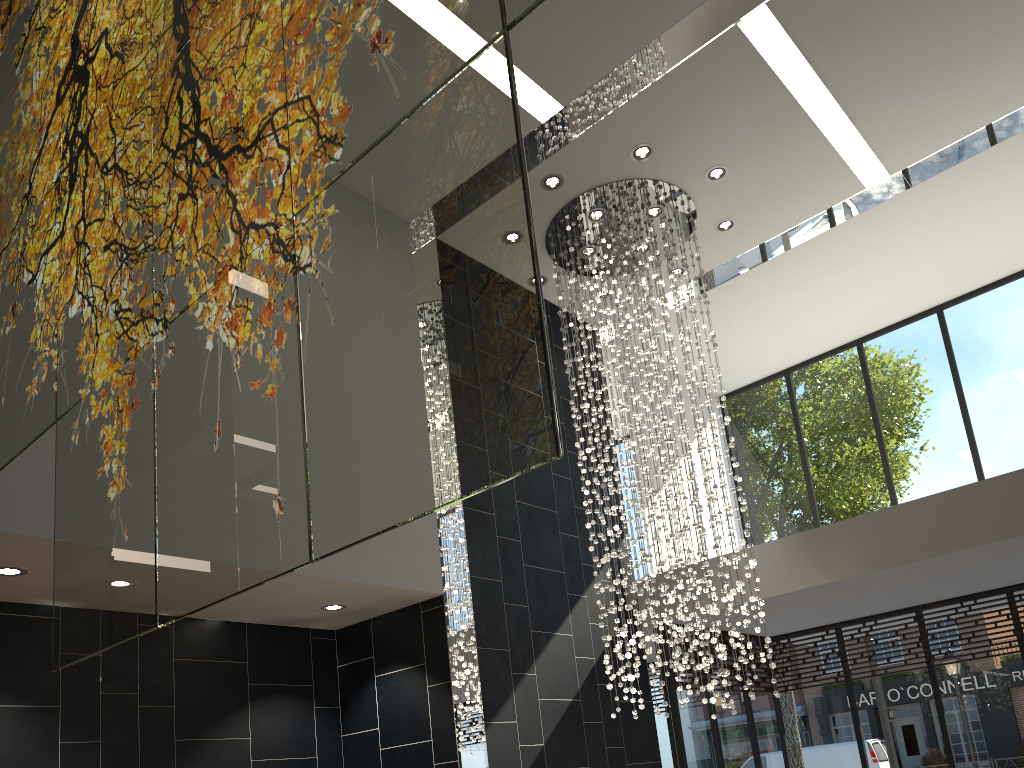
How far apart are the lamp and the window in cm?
135

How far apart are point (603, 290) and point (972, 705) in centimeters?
539cm

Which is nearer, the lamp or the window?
the lamp

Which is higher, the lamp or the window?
the lamp

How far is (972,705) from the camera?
8.31m

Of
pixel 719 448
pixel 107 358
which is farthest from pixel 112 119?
pixel 719 448

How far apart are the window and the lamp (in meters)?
1.35

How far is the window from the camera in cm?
831

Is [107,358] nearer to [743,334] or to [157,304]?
[157,304]

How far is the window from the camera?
8.3 meters
